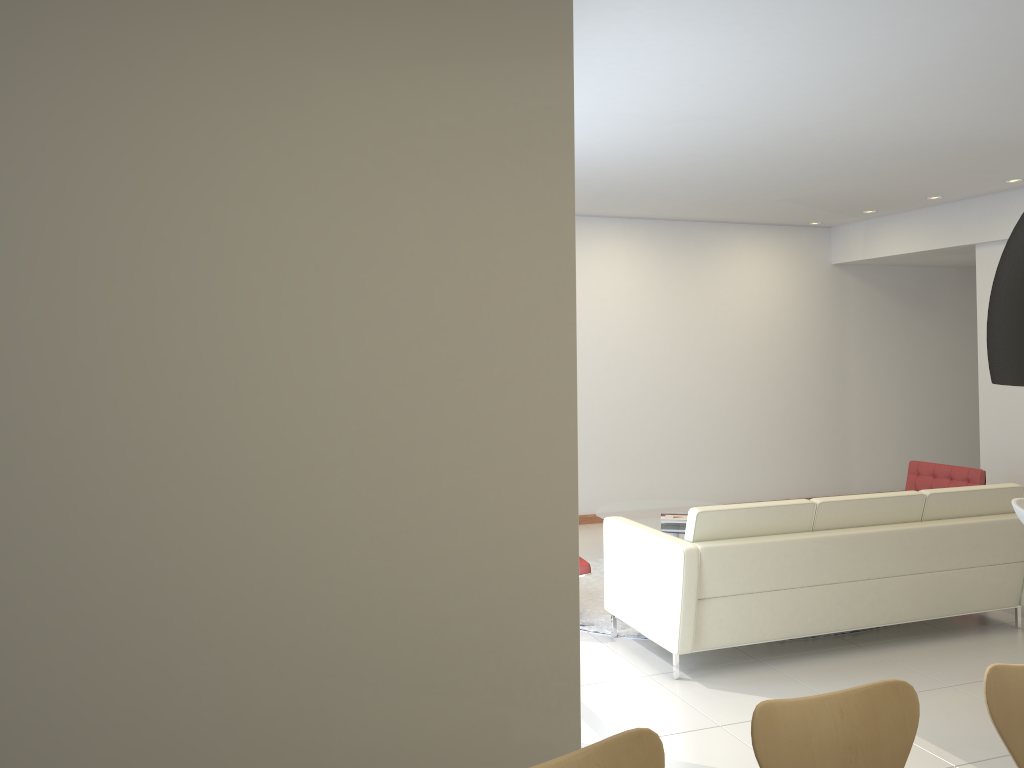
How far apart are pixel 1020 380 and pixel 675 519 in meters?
5.6 m

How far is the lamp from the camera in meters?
1.5

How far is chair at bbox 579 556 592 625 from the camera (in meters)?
5.77

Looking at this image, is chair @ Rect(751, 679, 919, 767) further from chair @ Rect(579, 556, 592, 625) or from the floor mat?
chair @ Rect(579, 556, 592, 625)

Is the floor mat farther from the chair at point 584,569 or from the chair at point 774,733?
the chair at point 774,733

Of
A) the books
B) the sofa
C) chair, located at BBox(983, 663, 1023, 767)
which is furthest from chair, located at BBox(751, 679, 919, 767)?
the books

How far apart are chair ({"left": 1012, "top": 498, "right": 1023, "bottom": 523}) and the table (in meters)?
2.69

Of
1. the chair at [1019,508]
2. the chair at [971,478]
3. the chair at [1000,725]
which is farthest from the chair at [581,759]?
the chair at [971,478]

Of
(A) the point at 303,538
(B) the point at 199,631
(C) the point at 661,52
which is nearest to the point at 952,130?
(C) the point at 661,52

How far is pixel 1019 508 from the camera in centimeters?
430cm
